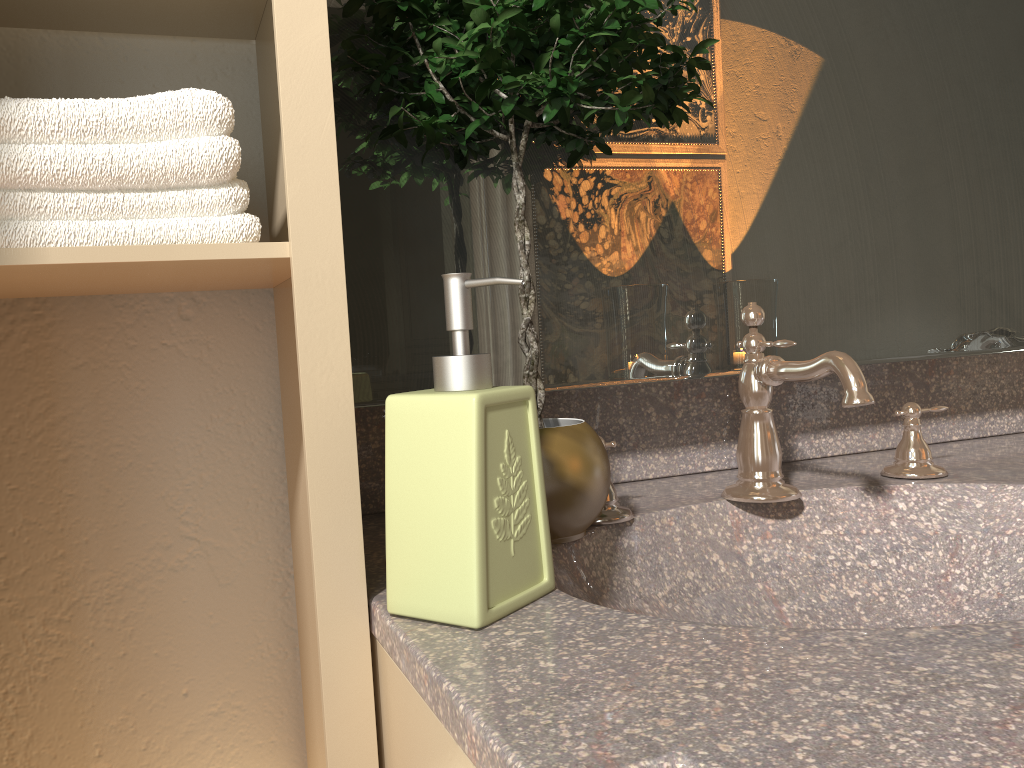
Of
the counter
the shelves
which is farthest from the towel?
the counter

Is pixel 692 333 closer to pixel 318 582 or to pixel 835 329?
pixel 835 329

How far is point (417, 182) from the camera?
0.87m

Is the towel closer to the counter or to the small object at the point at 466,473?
the small object at the point at 466,473

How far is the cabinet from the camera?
0.52m

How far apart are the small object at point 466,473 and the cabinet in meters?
0.0

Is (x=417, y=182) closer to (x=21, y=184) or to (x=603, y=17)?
(x=603, y=17)

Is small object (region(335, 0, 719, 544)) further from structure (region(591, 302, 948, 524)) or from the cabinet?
the cabinet

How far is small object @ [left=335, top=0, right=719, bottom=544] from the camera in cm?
72

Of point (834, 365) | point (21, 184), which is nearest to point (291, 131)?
point (21, 184)
